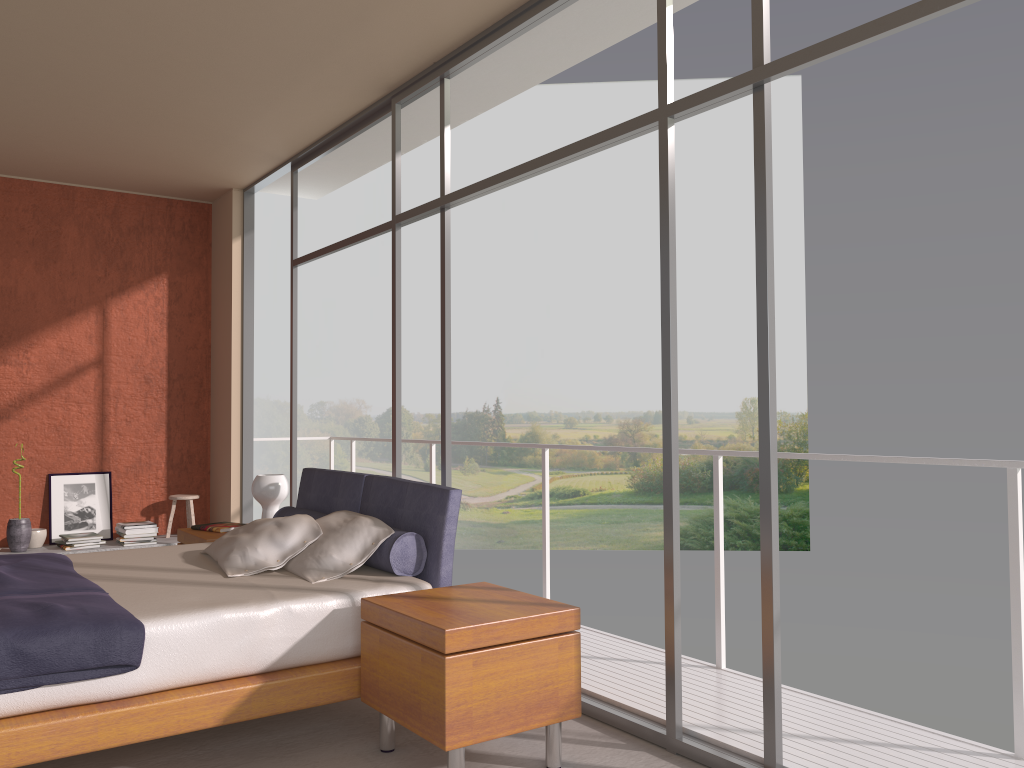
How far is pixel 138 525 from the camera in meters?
6.9

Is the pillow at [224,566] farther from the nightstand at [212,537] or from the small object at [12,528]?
the small object at [12,528]

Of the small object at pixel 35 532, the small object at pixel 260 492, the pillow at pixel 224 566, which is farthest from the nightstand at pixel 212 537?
the small object at pixel 35 532

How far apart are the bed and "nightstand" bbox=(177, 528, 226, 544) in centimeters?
31cm

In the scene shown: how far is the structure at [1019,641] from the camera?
3.0 meters

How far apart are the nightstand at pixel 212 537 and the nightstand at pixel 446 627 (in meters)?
2.05

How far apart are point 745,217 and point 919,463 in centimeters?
2153cm

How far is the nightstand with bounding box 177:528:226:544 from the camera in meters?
5.1

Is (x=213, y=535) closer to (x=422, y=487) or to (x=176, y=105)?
(x=422, y=487)

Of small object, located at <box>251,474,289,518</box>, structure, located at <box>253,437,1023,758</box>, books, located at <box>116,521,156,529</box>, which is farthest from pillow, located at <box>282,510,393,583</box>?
books, located at <box>116,521,156,529</box>
